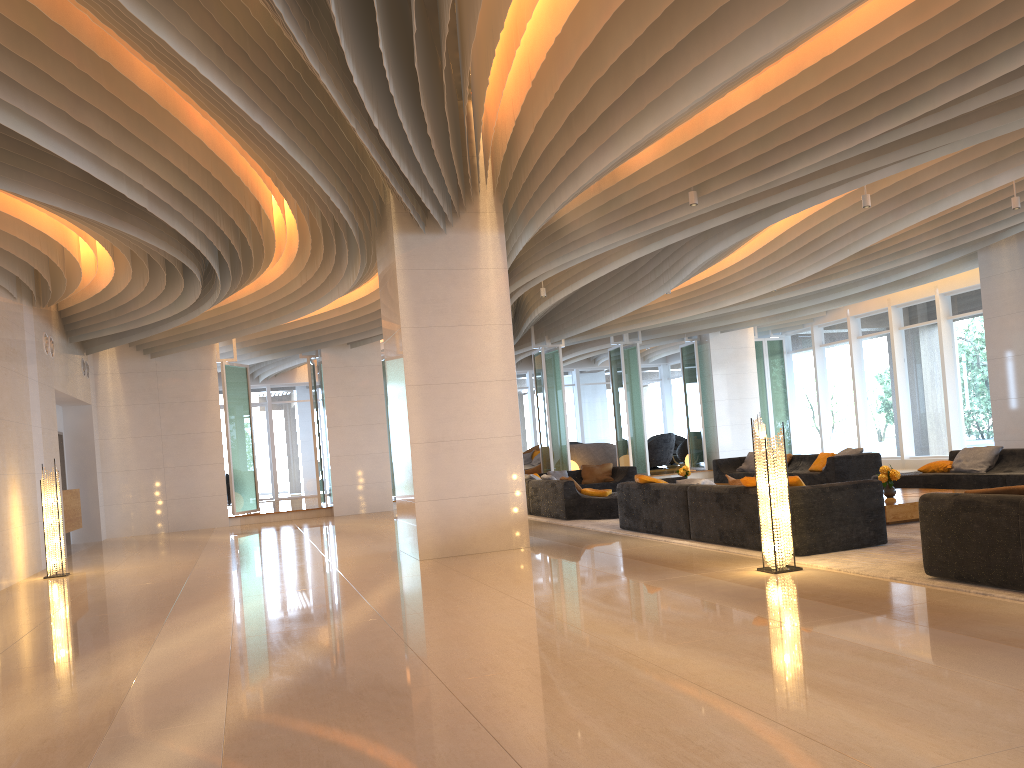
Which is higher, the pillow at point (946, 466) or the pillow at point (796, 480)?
the pillow at point (796, 480)

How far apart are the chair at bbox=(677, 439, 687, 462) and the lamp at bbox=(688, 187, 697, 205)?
16.9m

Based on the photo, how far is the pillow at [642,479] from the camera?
10.2 meters

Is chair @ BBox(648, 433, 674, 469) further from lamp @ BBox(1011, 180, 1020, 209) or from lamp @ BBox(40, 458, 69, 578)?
lamp @ BBox(40, 458, 69, 578)

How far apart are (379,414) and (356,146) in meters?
11.2

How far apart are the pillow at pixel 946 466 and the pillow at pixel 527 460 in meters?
13.1

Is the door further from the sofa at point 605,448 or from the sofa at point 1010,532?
the sofa at point 1010,532

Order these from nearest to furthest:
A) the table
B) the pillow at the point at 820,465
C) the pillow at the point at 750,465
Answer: the table → the pillow at the point at 820,465 → the pillow at the point at 750,465

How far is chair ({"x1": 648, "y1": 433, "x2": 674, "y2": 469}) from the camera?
24.6m

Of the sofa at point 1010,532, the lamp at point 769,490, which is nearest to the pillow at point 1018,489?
the sofa at point 1010,532
